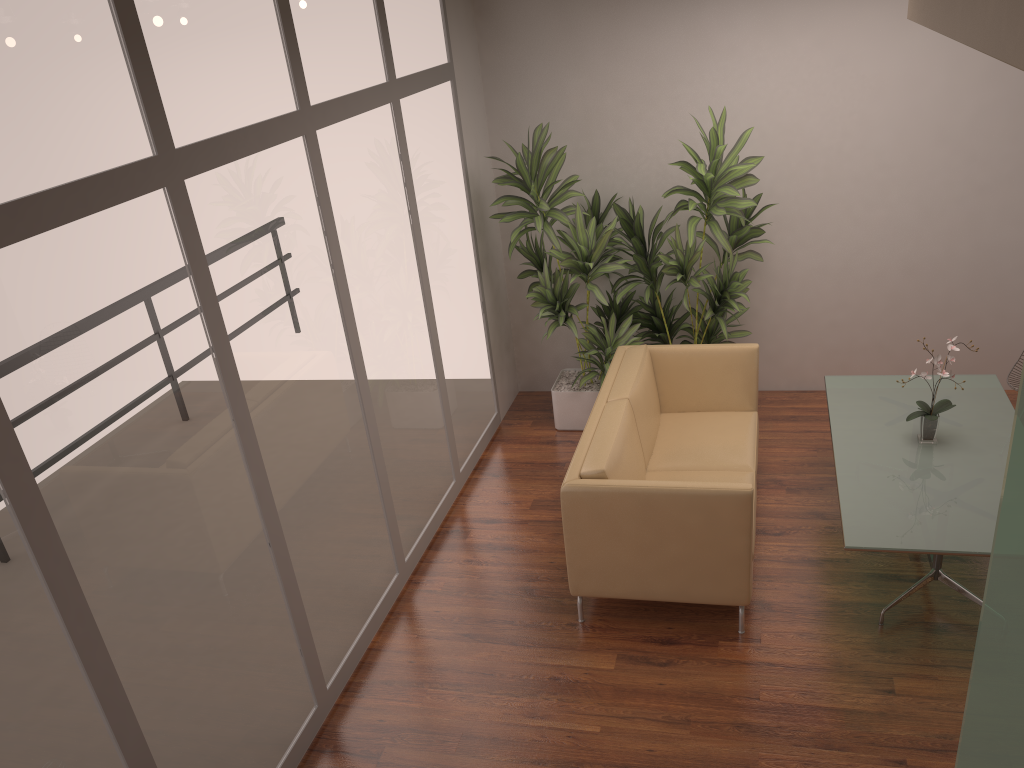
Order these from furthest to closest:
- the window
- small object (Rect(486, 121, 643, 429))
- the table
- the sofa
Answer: small object (Rect(486, 121, 643, 429)) < the sofa < the table < the window

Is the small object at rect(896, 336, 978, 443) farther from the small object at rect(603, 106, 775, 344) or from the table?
the small object at rect(603, 106, 775, 344)

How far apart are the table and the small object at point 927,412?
0.0m

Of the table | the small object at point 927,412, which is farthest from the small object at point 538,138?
the small object at point 927,412

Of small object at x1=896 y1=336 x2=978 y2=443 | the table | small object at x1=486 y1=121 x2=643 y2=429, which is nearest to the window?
small object at x1=486 y1=121 x2=643 y2=429

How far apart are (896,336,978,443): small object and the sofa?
0.8 meters

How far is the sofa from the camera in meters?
4.0 m

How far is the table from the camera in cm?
380

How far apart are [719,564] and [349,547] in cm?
172

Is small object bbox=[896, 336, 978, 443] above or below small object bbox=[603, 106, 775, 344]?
below
